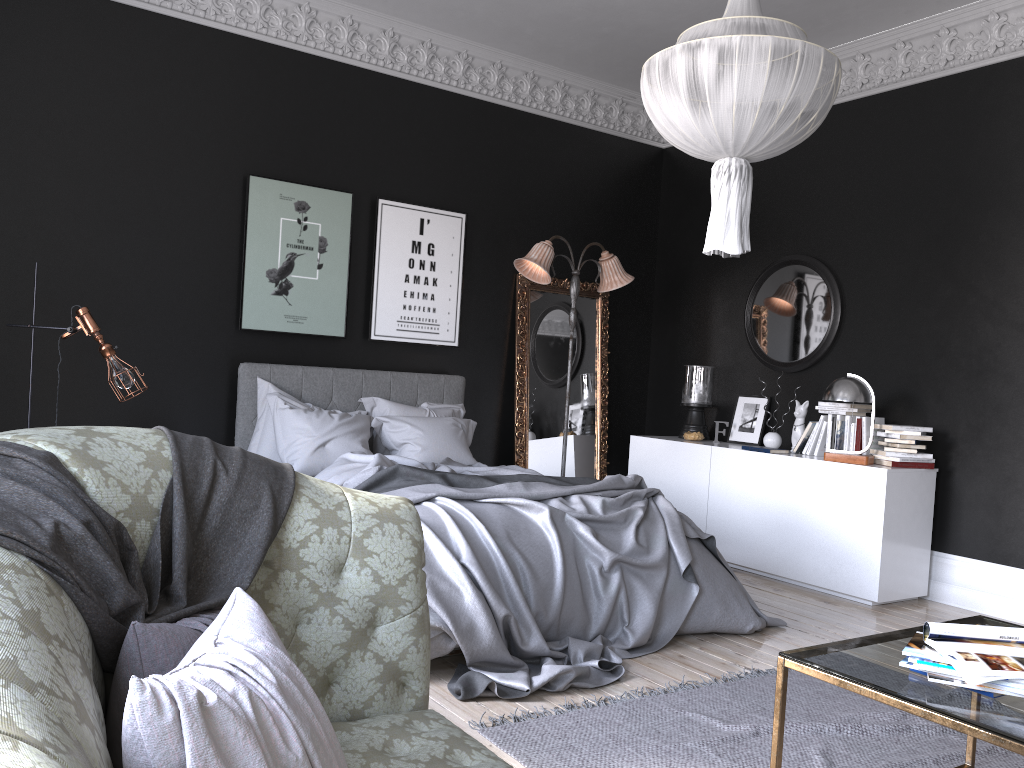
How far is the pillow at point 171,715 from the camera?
1.14m

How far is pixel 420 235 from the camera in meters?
6.9

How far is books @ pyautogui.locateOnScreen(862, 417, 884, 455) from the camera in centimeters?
600cm

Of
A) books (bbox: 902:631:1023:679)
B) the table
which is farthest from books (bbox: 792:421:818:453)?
books (bbox: 902:631:1023:679)

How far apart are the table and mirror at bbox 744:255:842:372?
3.8 meters

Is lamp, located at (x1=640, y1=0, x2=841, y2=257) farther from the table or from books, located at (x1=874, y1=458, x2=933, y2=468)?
books, located at (x1=874, y1=458, x2=933, y2=468)

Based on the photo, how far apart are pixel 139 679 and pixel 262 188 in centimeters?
547cm

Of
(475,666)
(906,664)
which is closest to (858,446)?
(475,666)

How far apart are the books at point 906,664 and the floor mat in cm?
95

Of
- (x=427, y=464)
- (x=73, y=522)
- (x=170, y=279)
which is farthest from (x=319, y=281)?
(x=73, y=522)
